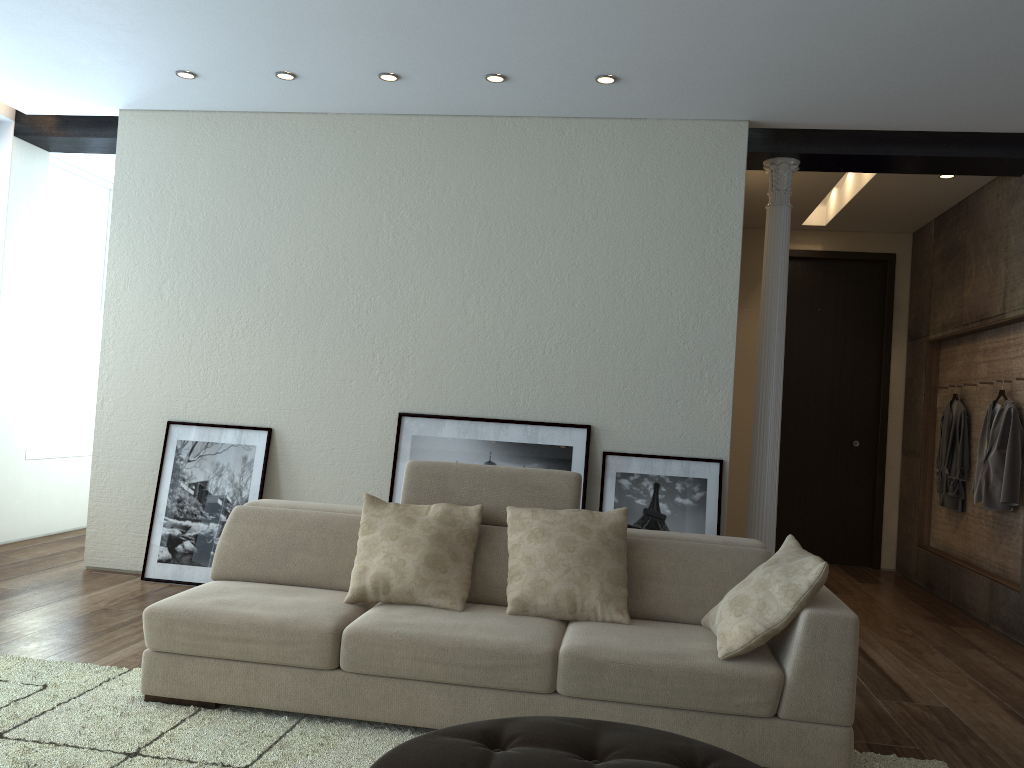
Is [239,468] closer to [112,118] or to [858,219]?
[112,118]

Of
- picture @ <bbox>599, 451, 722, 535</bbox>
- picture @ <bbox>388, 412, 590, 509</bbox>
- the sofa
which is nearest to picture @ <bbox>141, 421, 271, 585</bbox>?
picture @ <bbox>388, 412, 590, 509</bbox>

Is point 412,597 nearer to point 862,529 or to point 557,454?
point 557,454

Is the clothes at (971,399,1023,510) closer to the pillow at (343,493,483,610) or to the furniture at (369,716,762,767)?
the pillow at (343,493,483,610)

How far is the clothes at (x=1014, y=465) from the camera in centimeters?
555cm

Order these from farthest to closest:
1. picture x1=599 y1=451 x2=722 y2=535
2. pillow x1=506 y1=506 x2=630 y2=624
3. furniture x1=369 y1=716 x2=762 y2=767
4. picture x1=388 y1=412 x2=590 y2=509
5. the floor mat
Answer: picture x1=388 y1=412 x2=590 y2=509 < picture x1=599 y1=451 x2=722 y2=535 < pillow x1=506 y1=506 x2=630 y2=624 < the floor mat < furniture x1=369 y1=716 x2=762 y2=767

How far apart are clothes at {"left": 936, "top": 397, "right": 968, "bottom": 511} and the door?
0.88m

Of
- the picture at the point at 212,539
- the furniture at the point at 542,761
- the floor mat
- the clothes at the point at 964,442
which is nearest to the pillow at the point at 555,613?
the floor mat

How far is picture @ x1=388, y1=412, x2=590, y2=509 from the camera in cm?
528

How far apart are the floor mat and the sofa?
0.03m
